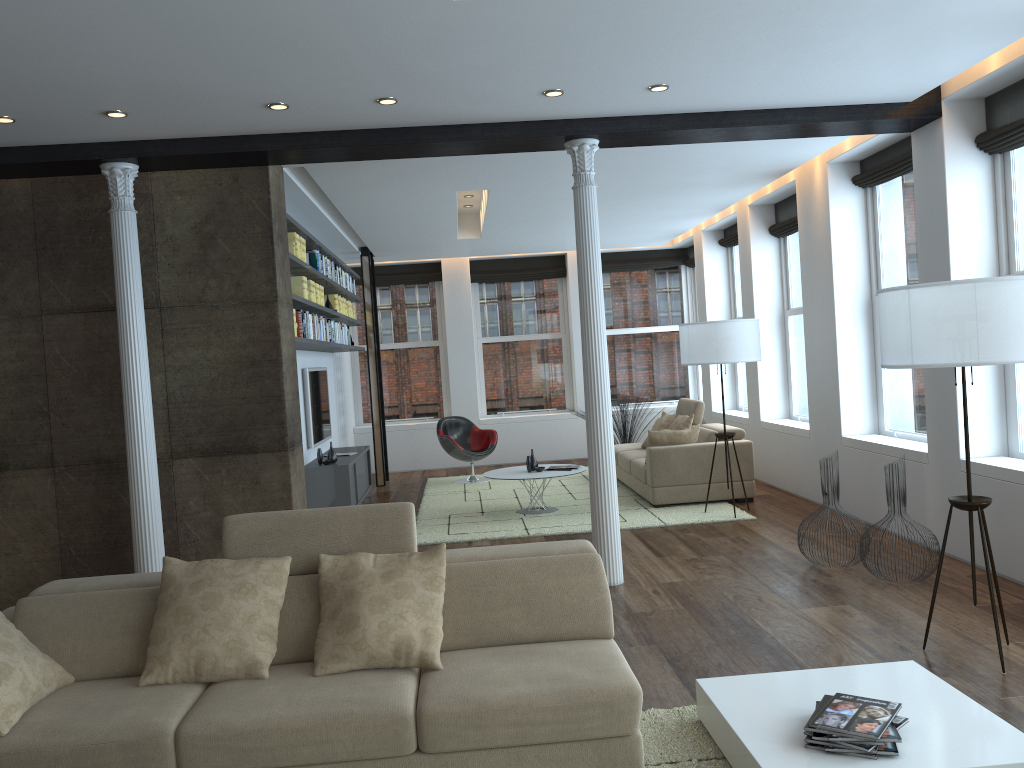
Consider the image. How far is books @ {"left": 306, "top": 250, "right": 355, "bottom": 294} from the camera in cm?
798

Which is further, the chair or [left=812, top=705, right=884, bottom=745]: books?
the chair

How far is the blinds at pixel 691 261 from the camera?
12.7m

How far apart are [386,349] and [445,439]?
2.7m

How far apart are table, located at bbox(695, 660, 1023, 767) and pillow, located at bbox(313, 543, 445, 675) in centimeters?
104cm

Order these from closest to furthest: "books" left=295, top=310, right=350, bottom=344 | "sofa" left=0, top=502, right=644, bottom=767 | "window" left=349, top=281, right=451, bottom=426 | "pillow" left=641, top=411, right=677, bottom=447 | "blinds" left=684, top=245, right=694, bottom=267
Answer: "sofa" left=0, top=502, right=644, bottom=767
"books" left=295, top=310, right=350, bottom=344
"pillow" left=641, top=411, right=677, bottom=447
"blinds" left=684, top=245, right=694, bottom=267
"window" left=349, top=281, right=451, bottom=426

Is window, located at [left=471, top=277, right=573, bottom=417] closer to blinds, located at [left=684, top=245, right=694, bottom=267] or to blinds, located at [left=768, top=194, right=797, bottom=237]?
blinds, located at [left=684, top=245, right=694, bottom=267]

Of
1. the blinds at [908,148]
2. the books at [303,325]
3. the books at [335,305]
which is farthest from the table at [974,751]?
the books at [335,305]

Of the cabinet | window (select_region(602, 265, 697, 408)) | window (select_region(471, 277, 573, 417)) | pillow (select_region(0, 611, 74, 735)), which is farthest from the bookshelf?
window (select_region(602, 265, 697, 408))

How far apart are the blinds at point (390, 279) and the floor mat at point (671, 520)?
3.18m
